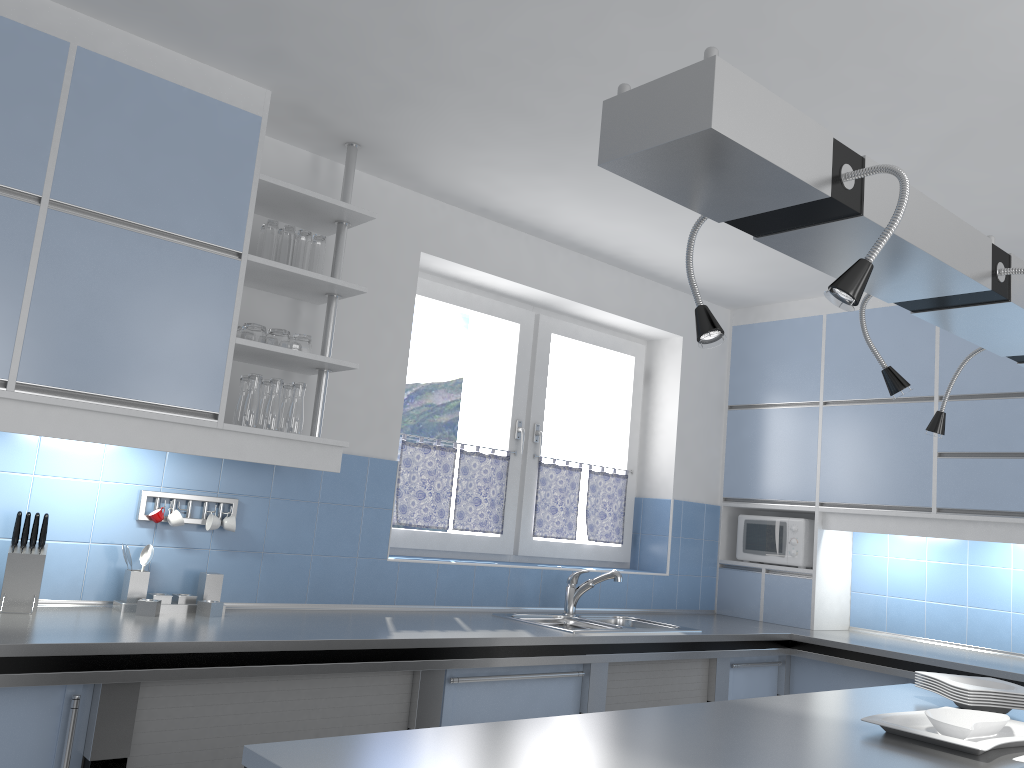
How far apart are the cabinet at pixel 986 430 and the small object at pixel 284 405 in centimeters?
282cm

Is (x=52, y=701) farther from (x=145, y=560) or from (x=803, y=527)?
(x=803, y=527)

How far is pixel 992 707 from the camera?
2.4m

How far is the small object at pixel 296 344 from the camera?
3.10m

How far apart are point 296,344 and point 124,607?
1.01m

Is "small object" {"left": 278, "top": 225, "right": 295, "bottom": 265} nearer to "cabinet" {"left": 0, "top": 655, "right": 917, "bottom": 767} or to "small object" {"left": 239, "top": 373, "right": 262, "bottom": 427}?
"small object" {"left": 239, "top": 373, "right": 262, "bottom": 427}

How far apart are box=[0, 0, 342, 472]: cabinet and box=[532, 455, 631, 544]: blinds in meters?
1.5 m

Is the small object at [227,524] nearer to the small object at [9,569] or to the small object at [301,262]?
the small object at [9,569]

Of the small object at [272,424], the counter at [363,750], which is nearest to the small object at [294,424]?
the small object at [272,424]

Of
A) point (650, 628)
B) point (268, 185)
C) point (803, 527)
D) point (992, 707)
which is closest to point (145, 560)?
point (268, 185)
